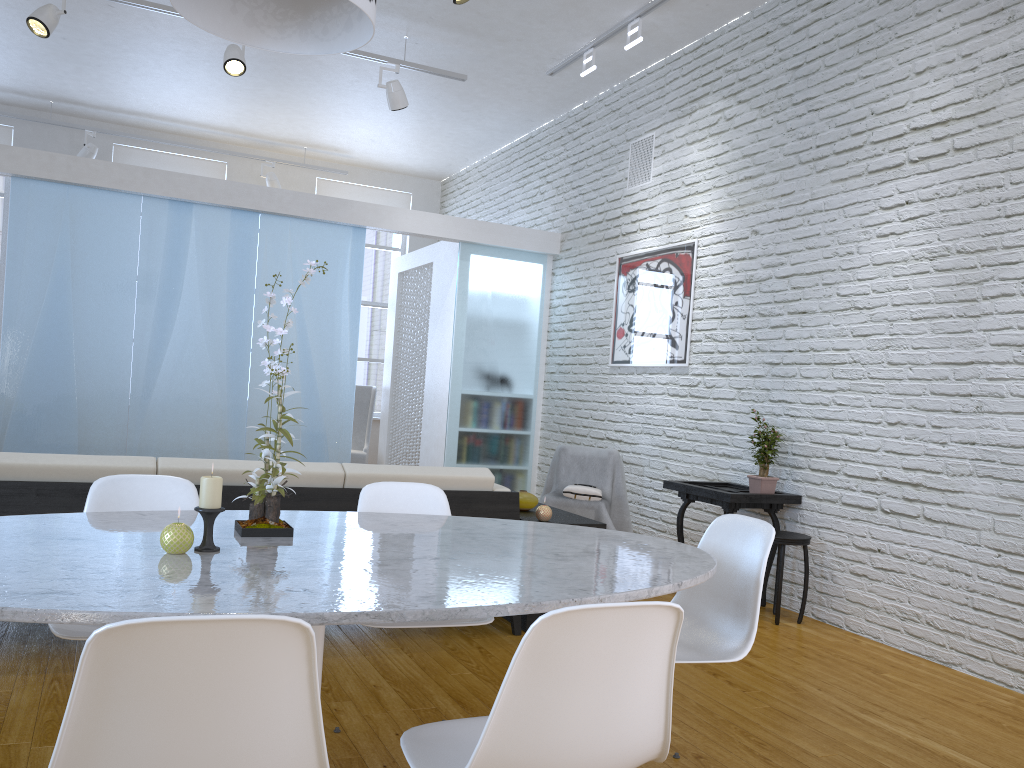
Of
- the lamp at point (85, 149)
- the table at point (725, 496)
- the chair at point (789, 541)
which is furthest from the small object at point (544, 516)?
the lamp at point (85, 149)

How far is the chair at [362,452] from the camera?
8.2m

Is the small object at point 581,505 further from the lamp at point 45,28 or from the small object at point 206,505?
the small object at point 206,505

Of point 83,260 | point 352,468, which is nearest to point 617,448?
point 352,468

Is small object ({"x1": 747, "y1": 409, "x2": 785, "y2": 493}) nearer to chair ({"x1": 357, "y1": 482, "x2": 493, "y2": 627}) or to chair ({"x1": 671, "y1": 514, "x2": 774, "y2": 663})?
chair ({"x1": 671, "y1": 514, "x2": 774, "y2": 663})

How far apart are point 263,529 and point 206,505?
0.23m

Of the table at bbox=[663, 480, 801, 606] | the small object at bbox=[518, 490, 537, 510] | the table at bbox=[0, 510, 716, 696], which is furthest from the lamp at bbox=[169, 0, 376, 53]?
the table at bbox=[663, 480, 801, 606]

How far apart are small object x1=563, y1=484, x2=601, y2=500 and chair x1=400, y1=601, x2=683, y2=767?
3.58m

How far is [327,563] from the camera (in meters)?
1.72

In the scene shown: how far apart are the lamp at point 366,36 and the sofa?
1.6 meters
